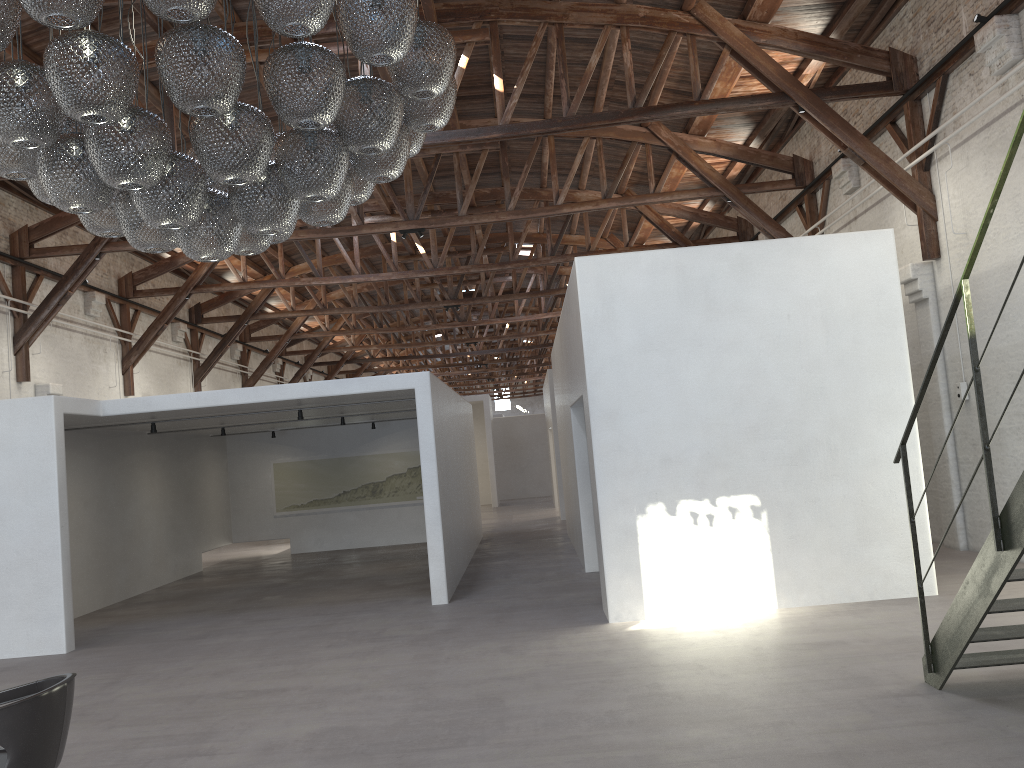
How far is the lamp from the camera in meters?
3.5

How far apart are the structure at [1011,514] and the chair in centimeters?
423cm

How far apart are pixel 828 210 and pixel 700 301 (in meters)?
6.58

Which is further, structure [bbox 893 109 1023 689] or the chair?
structure [bbox 893 109 1023 689]

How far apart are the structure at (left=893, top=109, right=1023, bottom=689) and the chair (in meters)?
4.23

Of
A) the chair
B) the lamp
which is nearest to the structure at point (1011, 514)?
the lamp

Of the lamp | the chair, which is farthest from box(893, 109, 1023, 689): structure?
the chair

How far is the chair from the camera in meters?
3.5

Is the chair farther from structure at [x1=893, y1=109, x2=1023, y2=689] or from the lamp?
structure at [x1=893, y1=109, x2=1023, y2=689]

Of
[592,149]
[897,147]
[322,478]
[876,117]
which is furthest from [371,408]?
[876,117]
